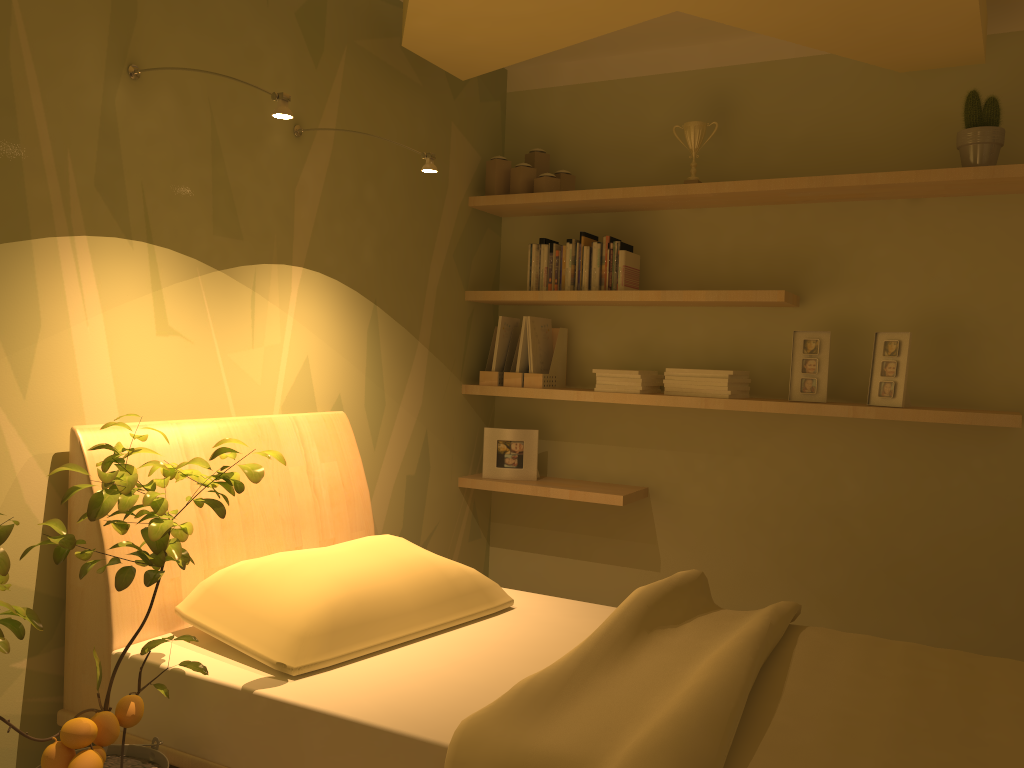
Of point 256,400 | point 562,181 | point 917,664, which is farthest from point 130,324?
point 917,664

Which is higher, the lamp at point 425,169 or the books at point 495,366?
the lamp at point 425,169

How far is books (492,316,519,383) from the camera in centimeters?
377cm

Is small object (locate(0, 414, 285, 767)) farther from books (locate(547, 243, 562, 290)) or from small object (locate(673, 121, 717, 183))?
small object (locate(673, 121, 717, 183))

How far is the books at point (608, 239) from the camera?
3.6m

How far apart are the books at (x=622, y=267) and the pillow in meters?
1.5 m

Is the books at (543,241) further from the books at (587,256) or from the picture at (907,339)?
the picture at (907,339)

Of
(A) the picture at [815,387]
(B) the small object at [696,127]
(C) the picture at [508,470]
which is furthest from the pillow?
(B) the small object at [696,127]

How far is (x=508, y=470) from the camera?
3.78m

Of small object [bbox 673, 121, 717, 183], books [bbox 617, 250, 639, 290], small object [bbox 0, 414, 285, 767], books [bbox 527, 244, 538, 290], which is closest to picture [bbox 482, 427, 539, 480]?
books [bbox 527, 244, 538, 290]
